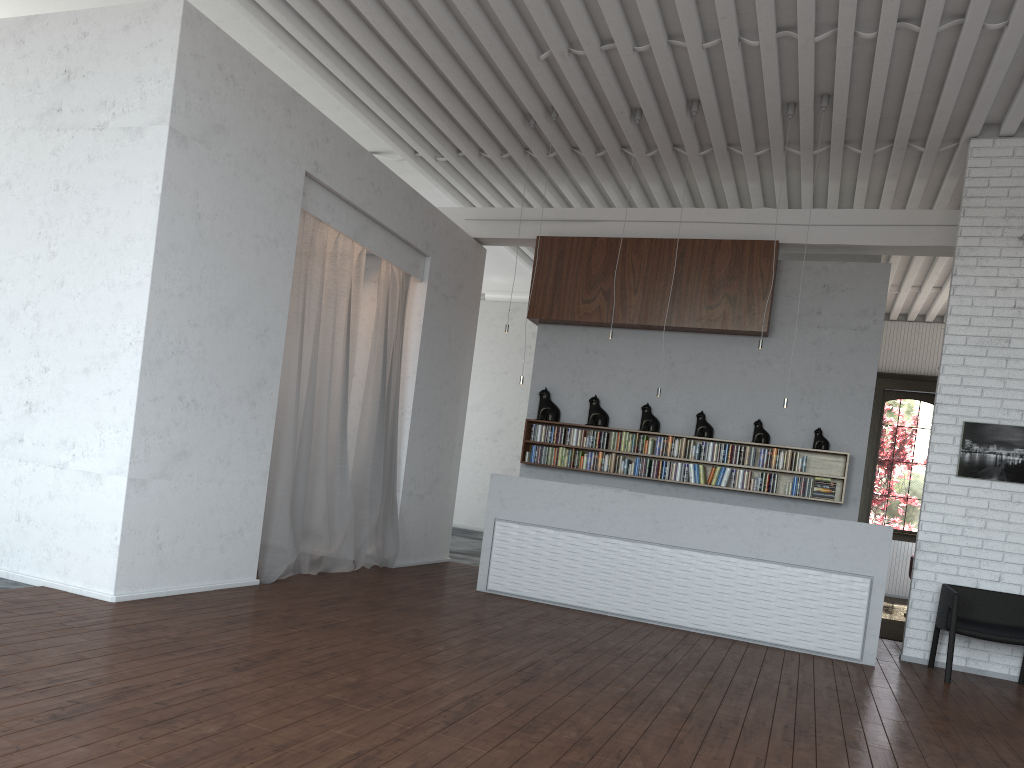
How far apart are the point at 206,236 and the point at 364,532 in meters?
3.4

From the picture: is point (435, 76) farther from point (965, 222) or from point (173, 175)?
point (965, 222)
